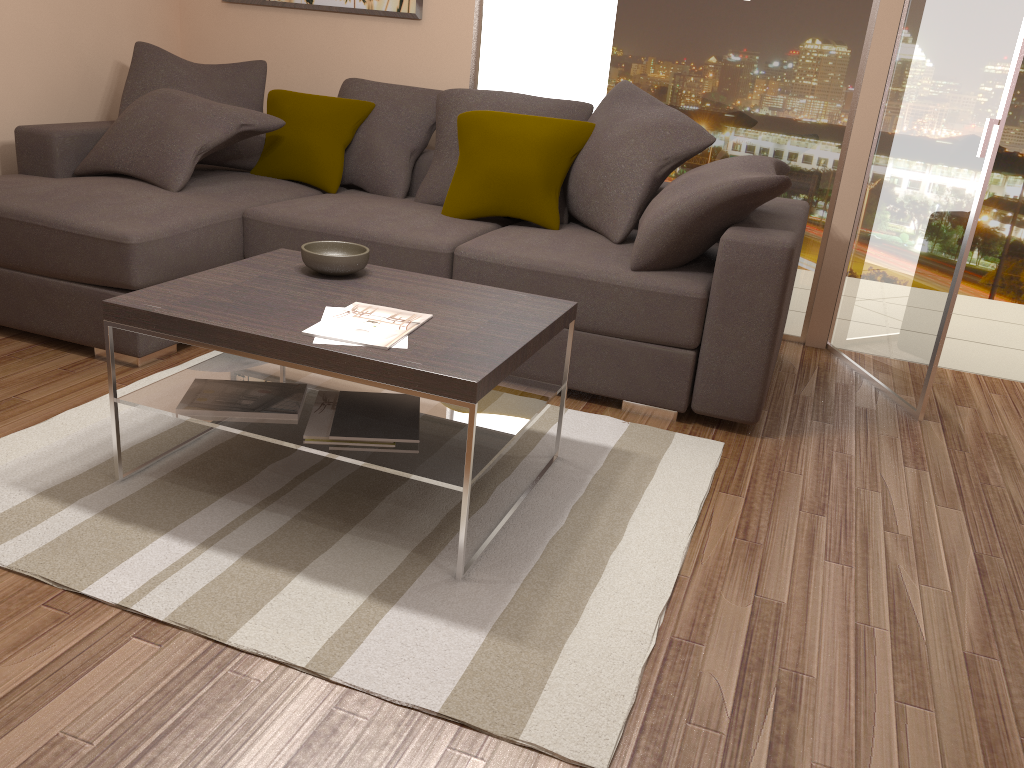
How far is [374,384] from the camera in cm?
220

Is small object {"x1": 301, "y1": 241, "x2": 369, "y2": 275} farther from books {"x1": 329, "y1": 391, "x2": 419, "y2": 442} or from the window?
the window

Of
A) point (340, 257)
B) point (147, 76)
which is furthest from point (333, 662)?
point (147, 76)

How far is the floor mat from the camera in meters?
2.0

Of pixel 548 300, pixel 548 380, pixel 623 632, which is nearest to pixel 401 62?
pixel 548 380

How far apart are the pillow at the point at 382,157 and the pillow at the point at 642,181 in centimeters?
85cm

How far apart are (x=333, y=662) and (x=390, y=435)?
0.66m

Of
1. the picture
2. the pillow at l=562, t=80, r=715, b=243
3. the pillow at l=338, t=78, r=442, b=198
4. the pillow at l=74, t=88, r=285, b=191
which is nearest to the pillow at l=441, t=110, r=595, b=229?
the pillow at l=562, t=80, r=715, b=243

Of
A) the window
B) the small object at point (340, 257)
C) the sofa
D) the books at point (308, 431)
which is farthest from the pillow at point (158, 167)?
the books at point (308, 431)

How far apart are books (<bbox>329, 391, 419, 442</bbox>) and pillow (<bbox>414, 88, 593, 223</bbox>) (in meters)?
1.78
